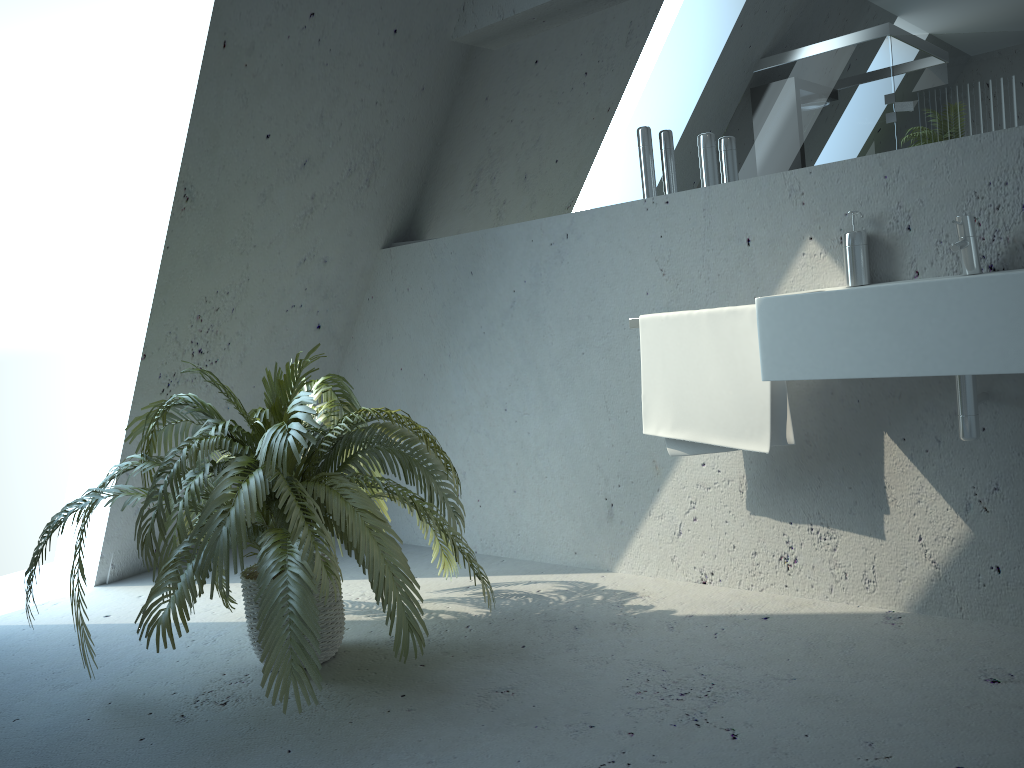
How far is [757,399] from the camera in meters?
2.4

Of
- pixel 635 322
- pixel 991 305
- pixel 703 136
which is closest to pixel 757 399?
pixel 635 322

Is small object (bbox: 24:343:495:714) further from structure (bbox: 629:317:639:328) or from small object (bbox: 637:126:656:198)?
small object (bbox: 637:126:656:198)

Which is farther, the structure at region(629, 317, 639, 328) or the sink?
the structure at region(629, 317, 639, 328)

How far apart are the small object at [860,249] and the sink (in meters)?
0.13

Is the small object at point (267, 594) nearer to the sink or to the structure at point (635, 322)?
the structure at point (635, 322)

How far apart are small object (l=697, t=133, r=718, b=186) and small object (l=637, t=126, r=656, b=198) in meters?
0.2

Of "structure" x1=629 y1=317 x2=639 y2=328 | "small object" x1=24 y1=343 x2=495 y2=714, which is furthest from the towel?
"small object" x1=24 y1=343 x2=495 y2=714

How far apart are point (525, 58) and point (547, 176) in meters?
0.4

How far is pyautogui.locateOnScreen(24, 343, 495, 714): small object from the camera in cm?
197
